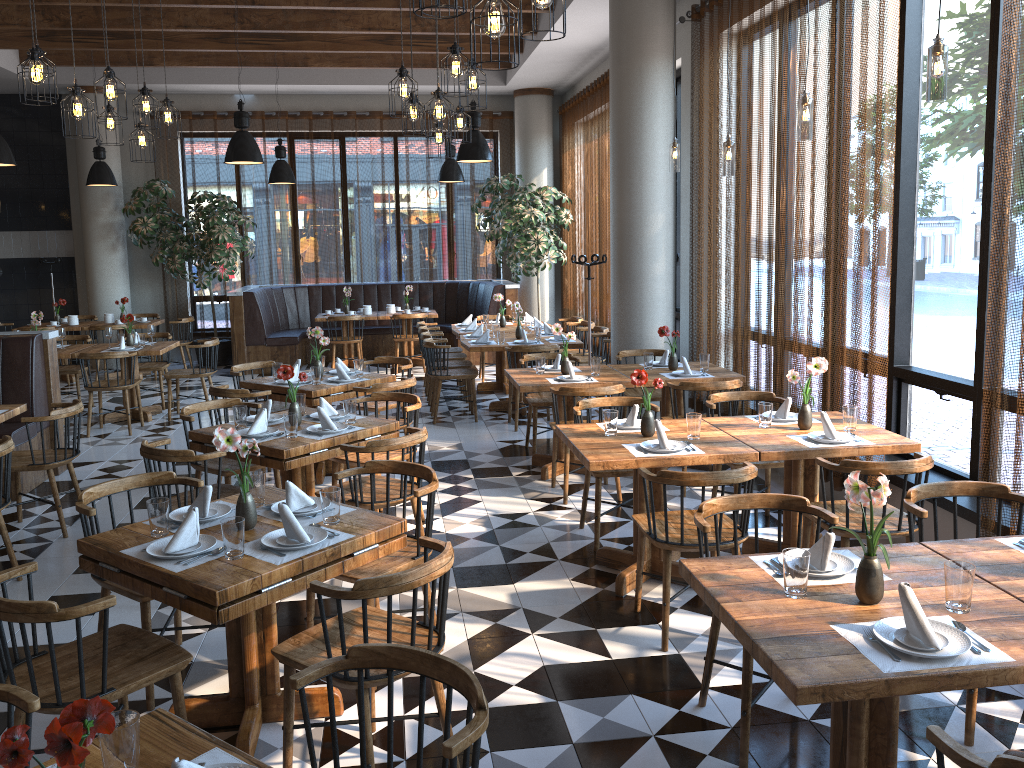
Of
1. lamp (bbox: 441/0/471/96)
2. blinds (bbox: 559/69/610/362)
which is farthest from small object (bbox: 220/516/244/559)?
blinds (bbox: 559/69/610/362)

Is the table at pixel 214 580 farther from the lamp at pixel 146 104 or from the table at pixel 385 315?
the table at pixel 385 315

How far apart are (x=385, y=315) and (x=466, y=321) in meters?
2.1 m

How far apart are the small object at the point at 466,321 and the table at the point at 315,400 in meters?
3.9

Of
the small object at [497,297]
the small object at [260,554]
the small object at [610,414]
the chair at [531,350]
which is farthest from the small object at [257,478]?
the small object at [497,297]

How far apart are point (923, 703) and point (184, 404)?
8.6 meters

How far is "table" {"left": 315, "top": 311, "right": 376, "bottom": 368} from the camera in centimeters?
1231cm

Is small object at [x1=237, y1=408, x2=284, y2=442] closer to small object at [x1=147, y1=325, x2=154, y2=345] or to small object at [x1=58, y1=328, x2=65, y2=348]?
small object at [x1=147, y1=325, x2=154, y2=345]

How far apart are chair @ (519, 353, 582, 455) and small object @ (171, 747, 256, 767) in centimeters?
545cm

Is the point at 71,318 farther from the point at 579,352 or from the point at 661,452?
the point at 661,452
